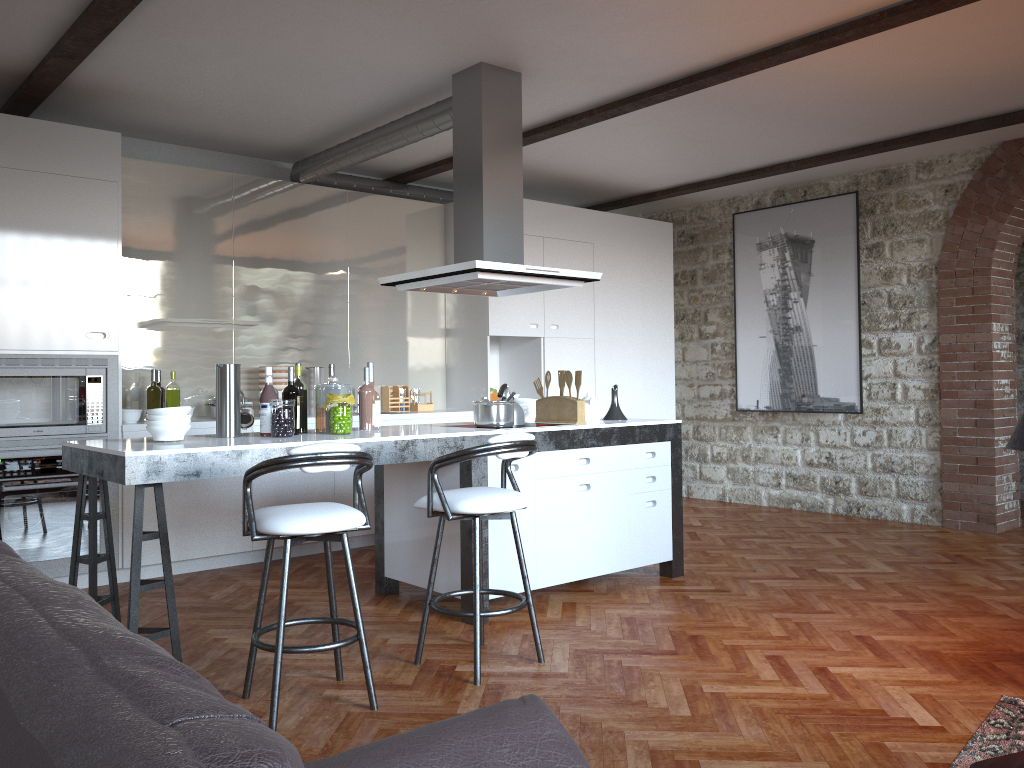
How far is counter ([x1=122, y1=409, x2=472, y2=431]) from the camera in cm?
532

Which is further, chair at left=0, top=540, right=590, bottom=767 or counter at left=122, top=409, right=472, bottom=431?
counter at left=122, top=409, right=472, bottom=431

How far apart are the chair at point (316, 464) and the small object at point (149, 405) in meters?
2.7

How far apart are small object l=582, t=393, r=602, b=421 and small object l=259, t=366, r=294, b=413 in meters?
2.3

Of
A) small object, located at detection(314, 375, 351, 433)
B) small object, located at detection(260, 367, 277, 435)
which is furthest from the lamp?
small object, located at detection(260, 367, 277, 435)

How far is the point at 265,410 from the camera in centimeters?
416cm

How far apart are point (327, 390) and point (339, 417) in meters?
0.2 m

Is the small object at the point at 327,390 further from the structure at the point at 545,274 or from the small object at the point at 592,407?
Result: the small object at the point at 592,407

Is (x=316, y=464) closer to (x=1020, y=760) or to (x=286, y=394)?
(x=286, y=394)

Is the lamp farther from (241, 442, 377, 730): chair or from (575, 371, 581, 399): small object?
(241, 442, 377, 730): chair
